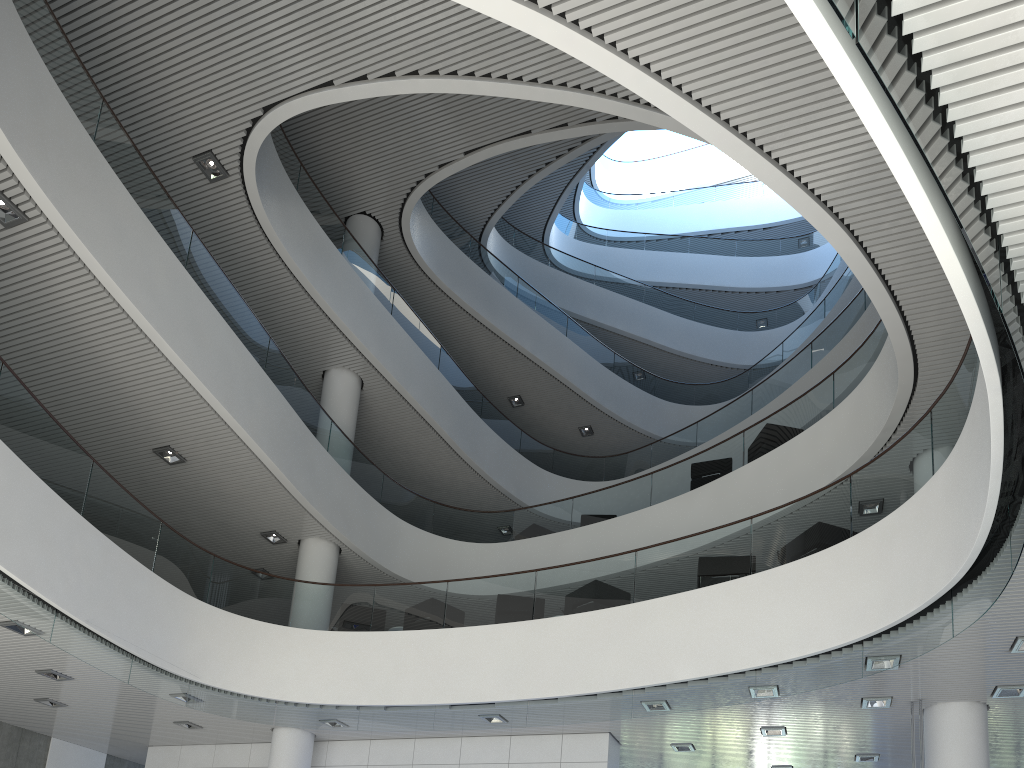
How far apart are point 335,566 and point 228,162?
4.1m
